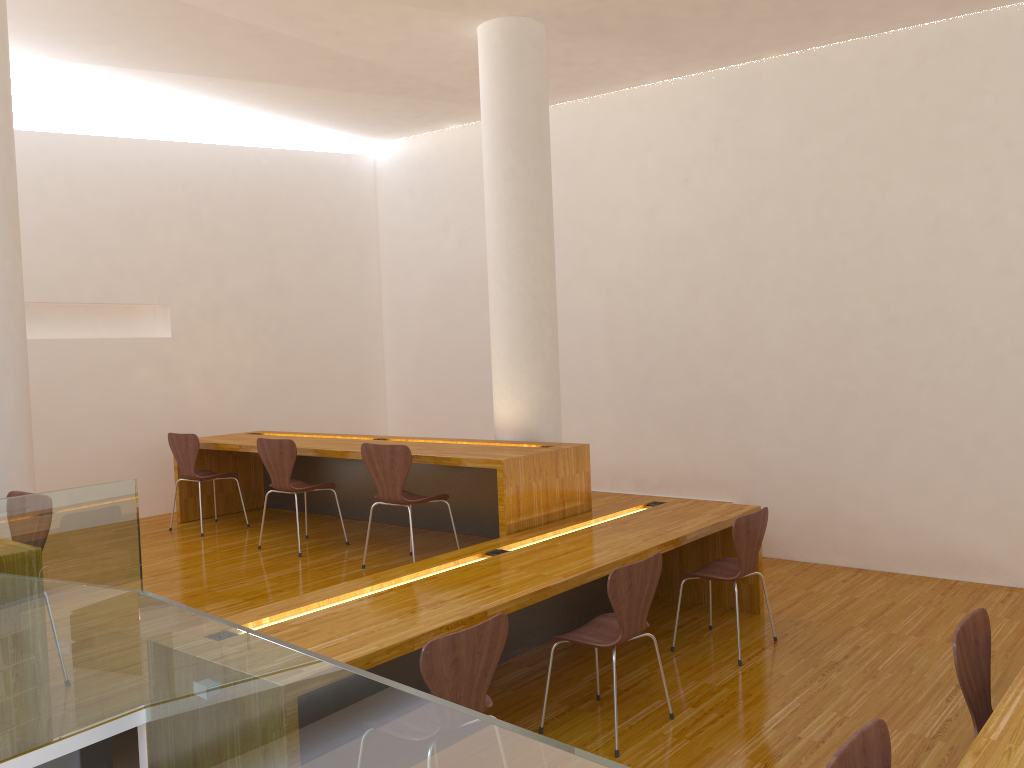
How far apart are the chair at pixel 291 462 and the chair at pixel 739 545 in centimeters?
225cm

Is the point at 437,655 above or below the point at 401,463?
below

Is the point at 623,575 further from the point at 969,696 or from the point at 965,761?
the point at 965,761

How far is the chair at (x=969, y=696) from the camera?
2.44m

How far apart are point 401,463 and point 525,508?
0.7 meters

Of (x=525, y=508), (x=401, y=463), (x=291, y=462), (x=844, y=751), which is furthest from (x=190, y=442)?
(x=844, y=751)

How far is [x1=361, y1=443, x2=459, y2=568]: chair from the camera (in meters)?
4.63

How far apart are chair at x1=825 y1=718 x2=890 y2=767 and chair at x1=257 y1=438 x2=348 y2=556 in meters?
3.9

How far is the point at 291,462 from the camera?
5.2m

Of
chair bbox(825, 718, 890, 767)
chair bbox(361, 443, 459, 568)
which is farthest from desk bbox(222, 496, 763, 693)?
chair bbox(825, 718, 890, 767)
